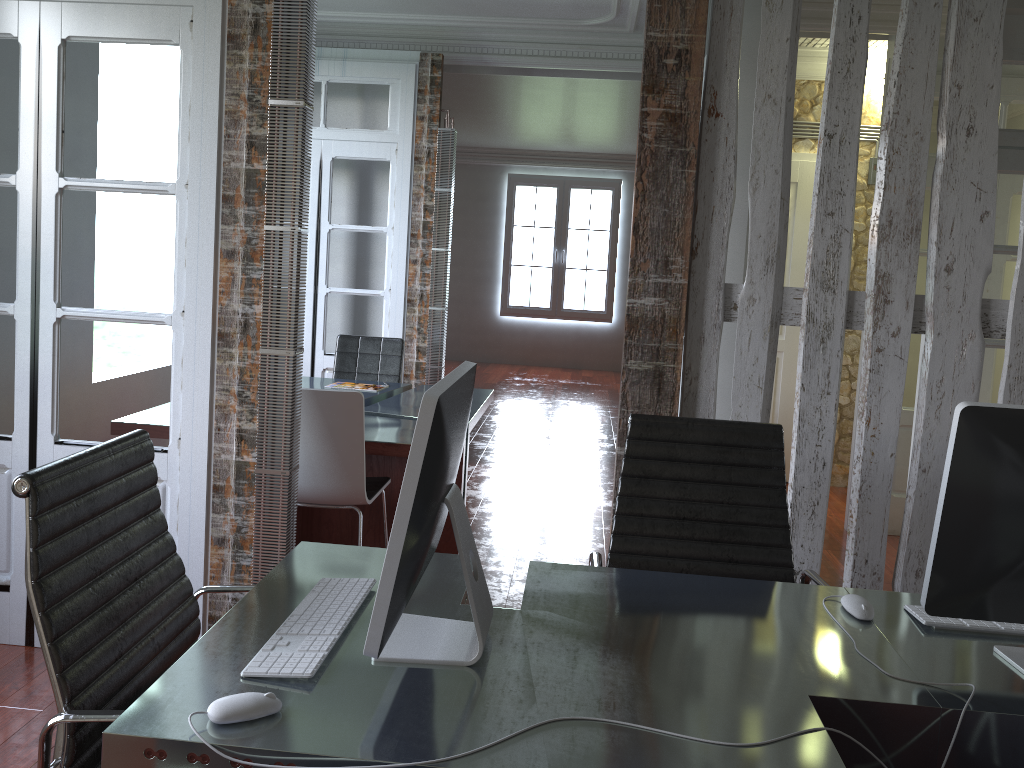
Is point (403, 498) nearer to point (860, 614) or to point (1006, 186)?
point (860, 614)

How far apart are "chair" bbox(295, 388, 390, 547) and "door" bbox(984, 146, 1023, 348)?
2.8 meters

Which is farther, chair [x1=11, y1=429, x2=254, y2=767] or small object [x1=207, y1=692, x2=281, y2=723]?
chair [x1=11, y1=429, x2=254, y2=767]

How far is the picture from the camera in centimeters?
1209cm

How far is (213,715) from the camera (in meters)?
1.28

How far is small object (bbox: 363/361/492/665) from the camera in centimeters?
133cm

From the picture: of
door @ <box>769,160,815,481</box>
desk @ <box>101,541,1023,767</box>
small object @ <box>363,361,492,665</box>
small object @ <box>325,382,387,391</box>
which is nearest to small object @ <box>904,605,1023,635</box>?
desk @ <box>101,541,1023,767</box>

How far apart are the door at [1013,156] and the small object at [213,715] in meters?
3.8 m

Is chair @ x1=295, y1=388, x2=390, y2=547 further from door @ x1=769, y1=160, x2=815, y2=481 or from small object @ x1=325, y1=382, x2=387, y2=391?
door @ x1=769, y1=160, x2=815, y2=481

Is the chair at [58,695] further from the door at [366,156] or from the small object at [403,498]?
the door at [366,156]
